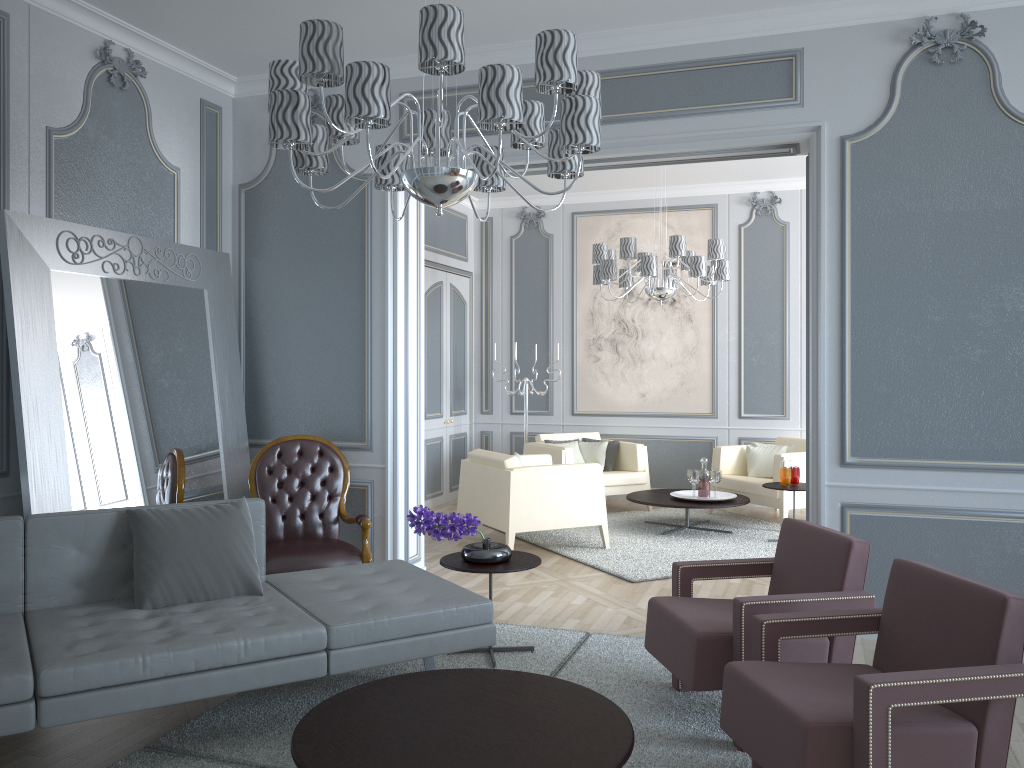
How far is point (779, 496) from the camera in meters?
6.3

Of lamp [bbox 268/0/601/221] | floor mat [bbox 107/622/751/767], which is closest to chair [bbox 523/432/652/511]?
floor mat [bbox 107/622/751/767]

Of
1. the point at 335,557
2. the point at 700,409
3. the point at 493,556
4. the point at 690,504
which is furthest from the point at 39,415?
the point at 700,409

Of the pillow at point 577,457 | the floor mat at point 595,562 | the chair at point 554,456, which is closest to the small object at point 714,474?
the floor mat at point 595,562

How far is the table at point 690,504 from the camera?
6.1m

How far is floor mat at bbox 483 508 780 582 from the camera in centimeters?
530cm

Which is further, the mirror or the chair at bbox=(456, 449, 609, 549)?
the chair at bbox=(456, 449, 609, 549)

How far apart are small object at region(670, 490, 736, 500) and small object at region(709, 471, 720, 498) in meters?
0.2

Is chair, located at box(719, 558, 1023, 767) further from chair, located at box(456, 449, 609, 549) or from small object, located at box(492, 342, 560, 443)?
small object, located at box(492, 342, 560, 443)

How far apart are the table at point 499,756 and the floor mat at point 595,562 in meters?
2.3
